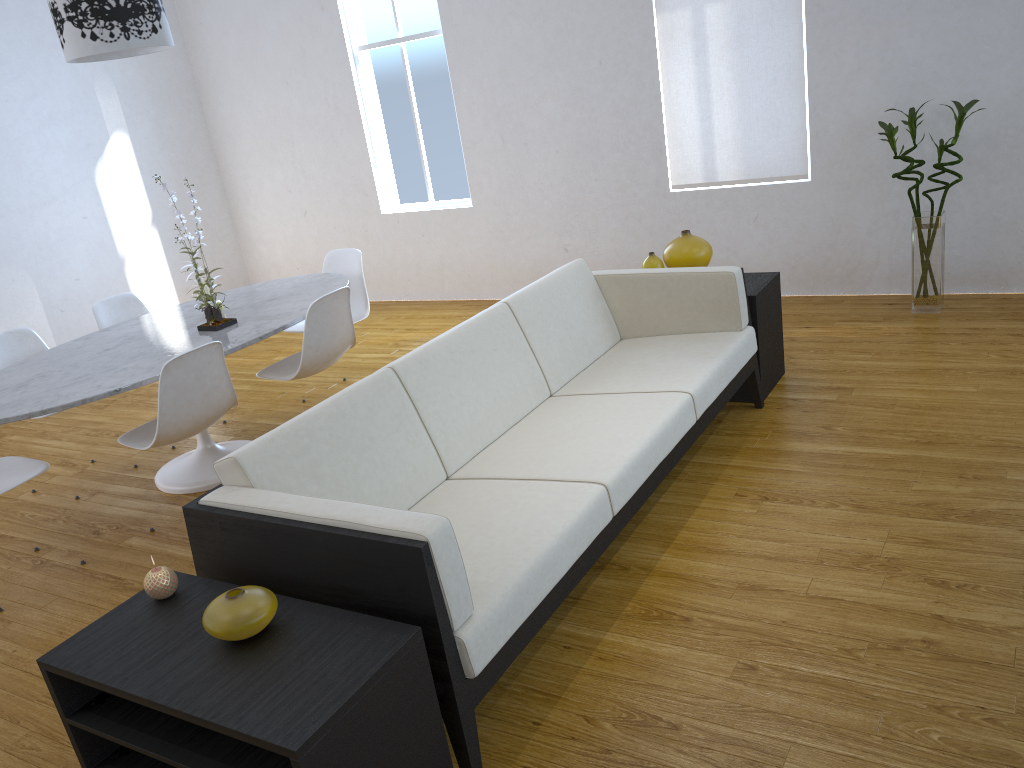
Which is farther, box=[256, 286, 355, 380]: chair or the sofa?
box=[256, 286, 355, 380]: chair

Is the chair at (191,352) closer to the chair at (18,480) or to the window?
the chair at (18,480)

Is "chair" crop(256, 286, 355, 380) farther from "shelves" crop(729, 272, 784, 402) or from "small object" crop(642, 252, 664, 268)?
"shelves" crop(729, 272, 784, 402)

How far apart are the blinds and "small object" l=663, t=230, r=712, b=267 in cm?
132

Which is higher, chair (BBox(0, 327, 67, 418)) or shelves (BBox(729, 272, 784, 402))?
chair (BBox(0, 327, 67, 418))

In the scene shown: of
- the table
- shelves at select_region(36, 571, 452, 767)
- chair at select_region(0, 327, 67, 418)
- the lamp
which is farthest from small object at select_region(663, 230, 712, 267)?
chair at select_region(0, 327, 67, 418)

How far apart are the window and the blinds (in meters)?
1.46

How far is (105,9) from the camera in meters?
3.2 m

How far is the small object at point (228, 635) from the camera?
1.7m

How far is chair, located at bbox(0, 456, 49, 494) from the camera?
3.04m
